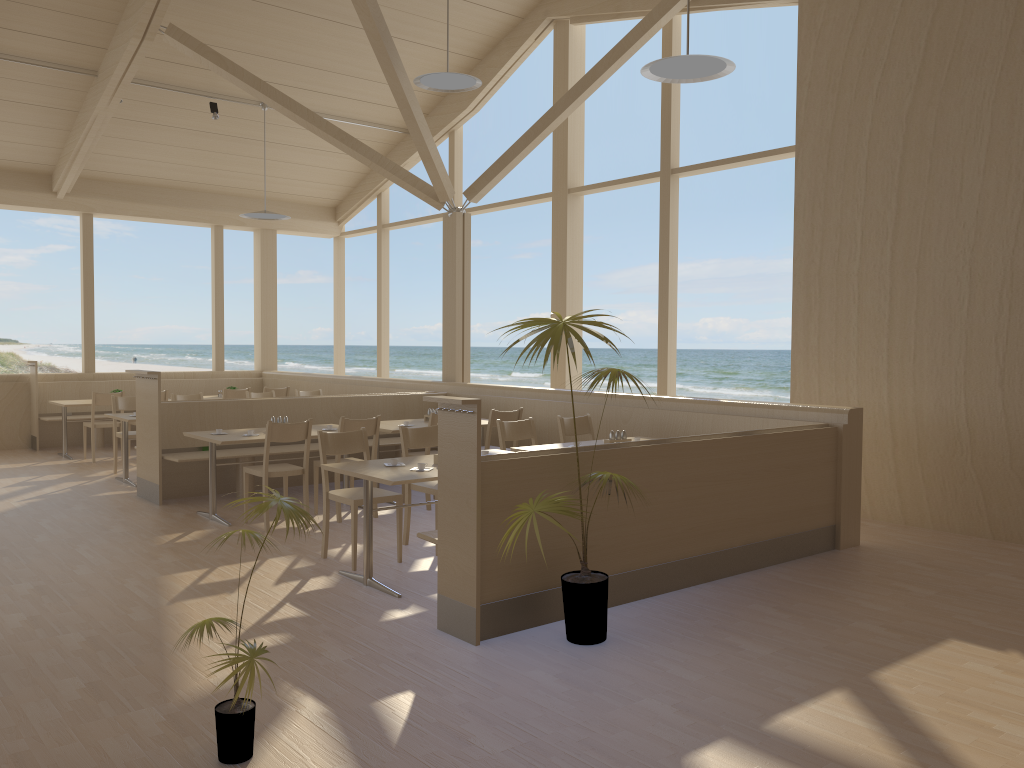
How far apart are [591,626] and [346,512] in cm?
350

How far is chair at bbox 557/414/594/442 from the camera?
6.76m

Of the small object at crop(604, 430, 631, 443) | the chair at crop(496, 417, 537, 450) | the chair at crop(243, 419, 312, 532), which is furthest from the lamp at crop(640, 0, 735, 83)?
the chair at crop(243, 419, 312, 532)

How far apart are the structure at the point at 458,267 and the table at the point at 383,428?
1.6 meters

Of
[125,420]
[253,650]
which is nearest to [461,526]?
[253,650]

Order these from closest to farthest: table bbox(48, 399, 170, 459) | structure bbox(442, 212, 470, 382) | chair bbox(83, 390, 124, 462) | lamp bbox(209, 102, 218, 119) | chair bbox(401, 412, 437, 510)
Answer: chair bbox(401, 412, 437, 510) < structure bbox(442, 212, 470, 382) < chair bbox(83, 390, 124, 462) < table bbox(48, 399, 170, 459) < lamp bbox(209, 102, 218, 119)

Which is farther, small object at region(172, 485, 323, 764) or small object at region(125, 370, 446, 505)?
small object at region(125, 370, 446, 505)

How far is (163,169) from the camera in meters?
11.4 m

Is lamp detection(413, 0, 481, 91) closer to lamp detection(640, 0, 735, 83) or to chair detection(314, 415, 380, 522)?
lamp detection(640, 0, 735, 83)

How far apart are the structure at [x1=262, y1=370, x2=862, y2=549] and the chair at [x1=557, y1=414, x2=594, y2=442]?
0.5 meters
